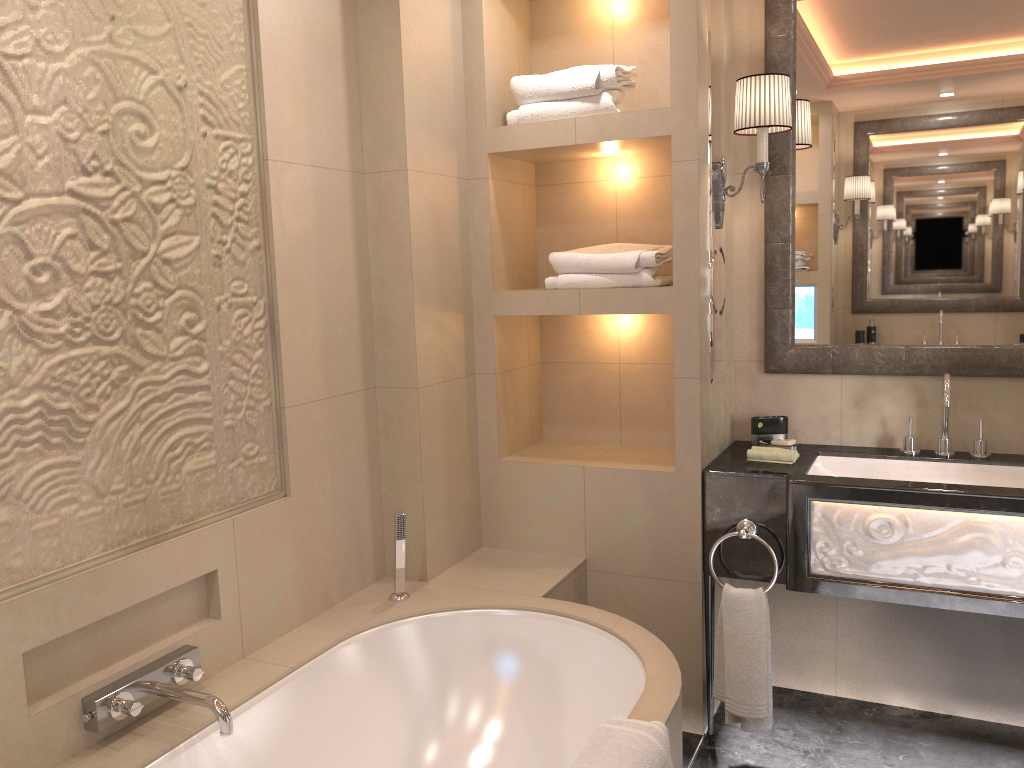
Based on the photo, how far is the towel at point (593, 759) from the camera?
1.6m

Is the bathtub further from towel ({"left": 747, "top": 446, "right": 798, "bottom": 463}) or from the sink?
the sink

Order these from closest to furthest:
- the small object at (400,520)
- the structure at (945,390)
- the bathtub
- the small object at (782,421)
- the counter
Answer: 1. the bathtub
2. the counter
3. the small object at (400,520)
4. the structure at (945,390)
5. the small object at (782,421)

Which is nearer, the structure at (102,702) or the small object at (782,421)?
the structure at (102,702)

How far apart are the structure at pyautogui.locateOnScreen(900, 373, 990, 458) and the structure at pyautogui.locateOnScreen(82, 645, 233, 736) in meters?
2.1

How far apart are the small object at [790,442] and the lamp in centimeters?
74cm

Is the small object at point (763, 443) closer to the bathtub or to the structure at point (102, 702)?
the bathtub

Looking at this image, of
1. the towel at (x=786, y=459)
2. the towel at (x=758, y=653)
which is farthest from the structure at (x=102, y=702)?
the towel at (x=786, y=459)

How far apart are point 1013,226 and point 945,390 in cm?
55

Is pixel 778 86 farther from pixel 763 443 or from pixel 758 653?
pixel 758 653
